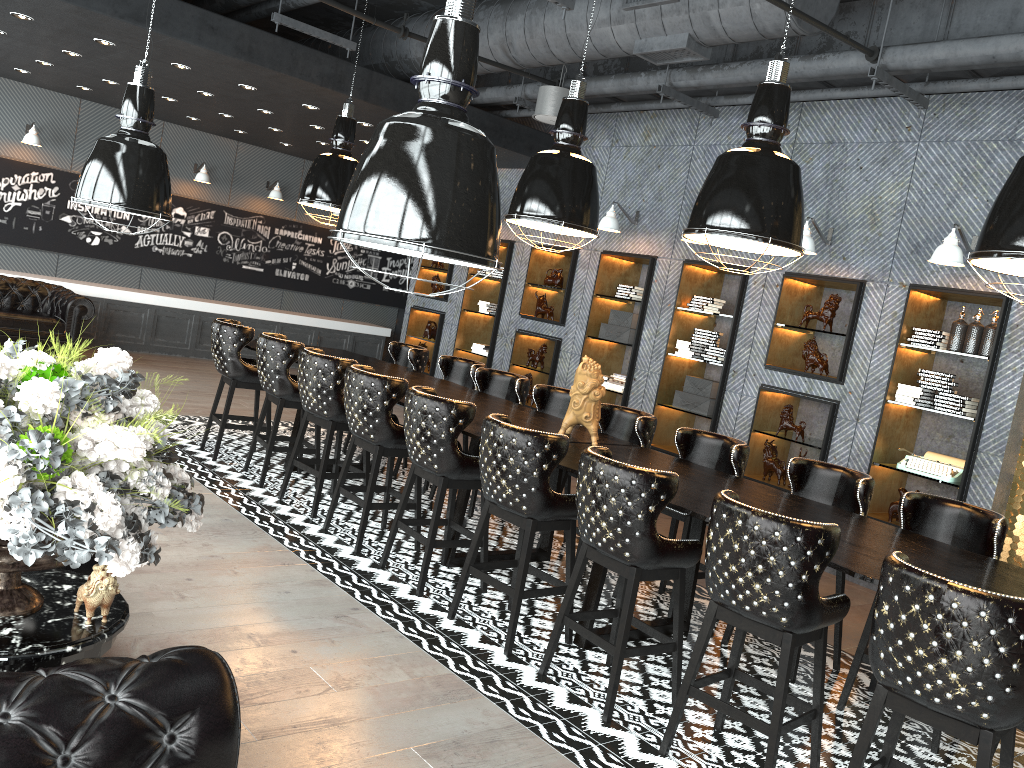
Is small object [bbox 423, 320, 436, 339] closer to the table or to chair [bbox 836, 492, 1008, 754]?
chair [bbox 836, 492, 1008, 754]

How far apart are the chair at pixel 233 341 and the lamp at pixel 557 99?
3.1m

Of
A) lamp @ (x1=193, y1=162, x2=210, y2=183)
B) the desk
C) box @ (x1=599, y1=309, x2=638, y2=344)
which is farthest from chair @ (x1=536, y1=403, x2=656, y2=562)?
lamp @ (x1=193, y1=162, x2=210, y2=183)

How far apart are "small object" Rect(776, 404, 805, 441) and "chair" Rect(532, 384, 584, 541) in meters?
2.1 m

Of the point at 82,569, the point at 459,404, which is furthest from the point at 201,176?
the point at 82,569

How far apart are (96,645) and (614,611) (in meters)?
2.69

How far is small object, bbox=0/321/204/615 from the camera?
1.9m

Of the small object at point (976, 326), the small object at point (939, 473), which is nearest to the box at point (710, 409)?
the small object at point (939, 473)

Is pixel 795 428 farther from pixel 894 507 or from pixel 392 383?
pixel 392 383

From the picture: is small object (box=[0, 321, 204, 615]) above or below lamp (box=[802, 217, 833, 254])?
below
